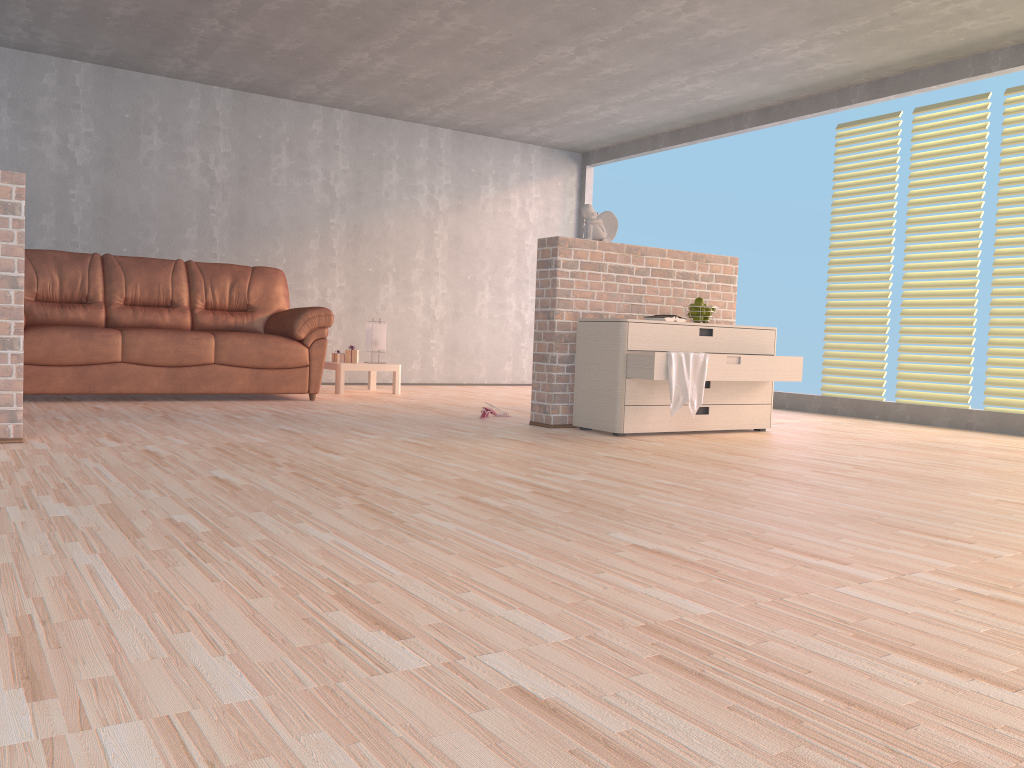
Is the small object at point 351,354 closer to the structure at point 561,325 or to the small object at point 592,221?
the structure at point 561,325

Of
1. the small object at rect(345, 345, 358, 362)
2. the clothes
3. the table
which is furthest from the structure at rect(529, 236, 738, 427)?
the small object at rect(345, 345, 358, 362)

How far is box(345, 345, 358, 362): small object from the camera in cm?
710

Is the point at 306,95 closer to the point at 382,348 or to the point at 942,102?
the point at 382,348

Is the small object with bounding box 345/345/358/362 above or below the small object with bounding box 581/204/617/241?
below

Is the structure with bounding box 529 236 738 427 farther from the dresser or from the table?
the table

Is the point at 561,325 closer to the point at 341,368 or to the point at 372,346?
the point at 341,368

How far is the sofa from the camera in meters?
5.3

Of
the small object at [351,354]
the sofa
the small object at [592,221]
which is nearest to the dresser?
the small object at [592,221]

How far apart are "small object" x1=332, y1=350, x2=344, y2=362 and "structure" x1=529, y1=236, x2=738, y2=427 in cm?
258
